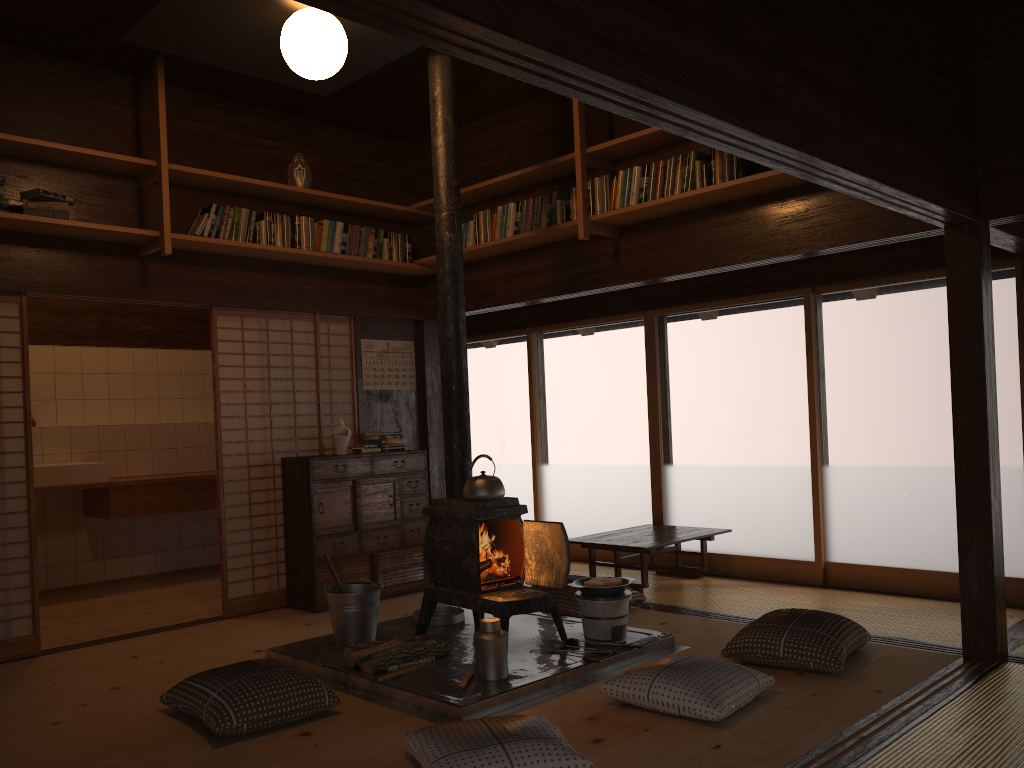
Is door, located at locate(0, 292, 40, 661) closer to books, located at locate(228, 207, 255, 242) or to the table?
books, located at locate(228, 207, 255, 242)

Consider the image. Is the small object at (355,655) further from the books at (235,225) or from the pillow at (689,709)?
the books at (235,225)

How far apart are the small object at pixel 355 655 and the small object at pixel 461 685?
0.46m

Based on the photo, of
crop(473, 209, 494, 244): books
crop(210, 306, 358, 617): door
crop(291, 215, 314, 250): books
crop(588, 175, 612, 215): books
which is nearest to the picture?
crop(210, 306, 358, 617): door

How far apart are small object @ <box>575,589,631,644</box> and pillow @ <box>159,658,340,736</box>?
1.33m

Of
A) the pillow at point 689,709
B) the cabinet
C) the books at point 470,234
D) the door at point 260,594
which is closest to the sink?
the door at point 260,594

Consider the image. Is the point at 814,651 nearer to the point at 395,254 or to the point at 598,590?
the point at 598,590

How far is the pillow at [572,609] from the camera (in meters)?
5.25

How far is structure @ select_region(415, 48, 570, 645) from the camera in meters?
4.4

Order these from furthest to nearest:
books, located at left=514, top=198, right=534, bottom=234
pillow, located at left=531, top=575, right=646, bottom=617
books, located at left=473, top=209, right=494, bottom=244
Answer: books, located at left=473, top=209, right=494, bottom=244 < books, located at left=514, top=198, right=534, bottom=234 < pillow, located at left=531, top=575, right=646, bottom=617
